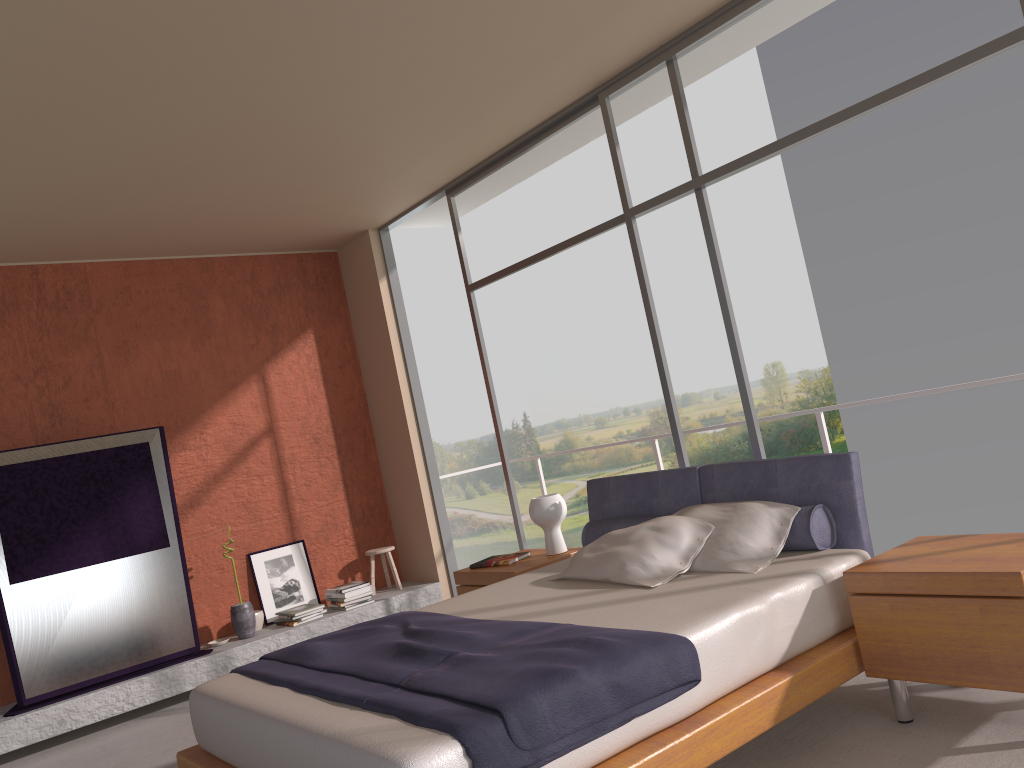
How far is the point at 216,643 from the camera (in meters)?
6.16

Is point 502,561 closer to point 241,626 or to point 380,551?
point 380,551

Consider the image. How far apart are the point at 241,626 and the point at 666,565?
A: 3.67m

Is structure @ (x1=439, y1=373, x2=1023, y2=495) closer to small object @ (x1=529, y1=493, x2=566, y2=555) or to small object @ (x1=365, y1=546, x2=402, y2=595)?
small object @ (x1=529, y1=493, x2=566, y2=555)

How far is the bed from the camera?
2.47m

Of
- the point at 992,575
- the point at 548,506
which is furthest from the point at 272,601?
the point at 992,575

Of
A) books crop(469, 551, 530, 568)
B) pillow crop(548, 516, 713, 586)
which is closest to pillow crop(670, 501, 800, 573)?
pillow crop(548, 516, 713, 586)

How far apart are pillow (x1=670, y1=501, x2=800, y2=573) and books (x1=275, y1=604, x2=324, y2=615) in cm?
334

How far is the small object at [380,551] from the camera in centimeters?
703cm

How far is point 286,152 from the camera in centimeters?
512cm
